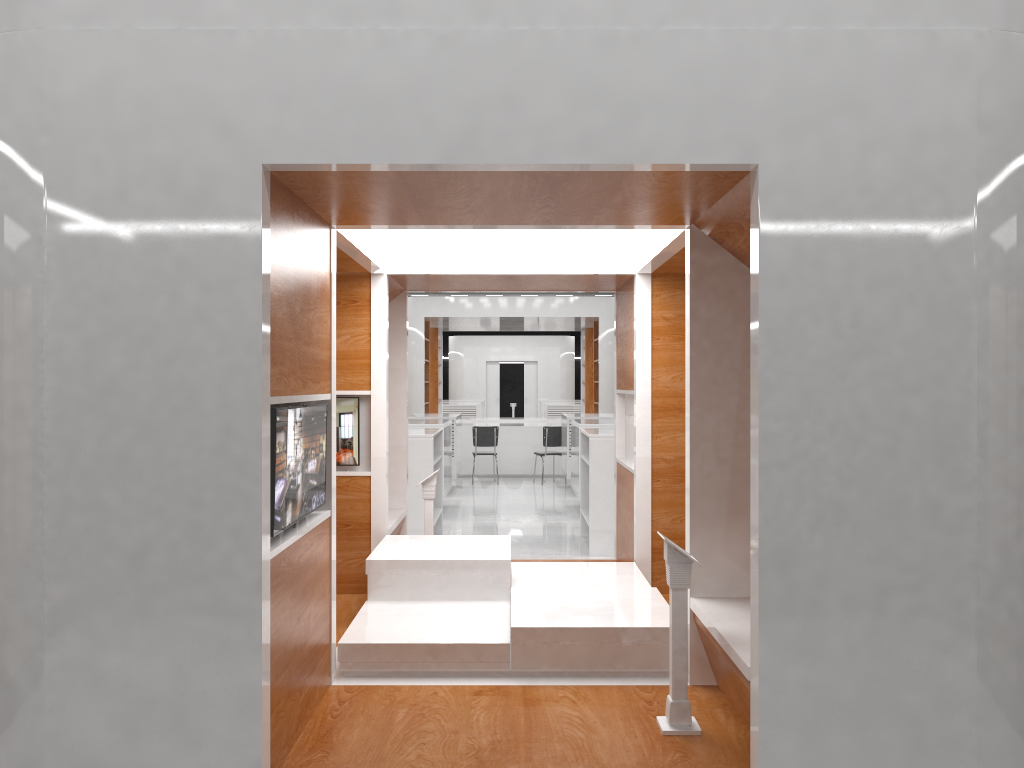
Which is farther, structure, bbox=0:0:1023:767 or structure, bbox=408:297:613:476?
structure, bbox=408:297:613:476

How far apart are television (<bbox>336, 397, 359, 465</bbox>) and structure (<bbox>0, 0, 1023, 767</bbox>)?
0.07m

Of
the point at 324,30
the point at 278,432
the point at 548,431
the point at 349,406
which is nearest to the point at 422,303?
the point at 548,431

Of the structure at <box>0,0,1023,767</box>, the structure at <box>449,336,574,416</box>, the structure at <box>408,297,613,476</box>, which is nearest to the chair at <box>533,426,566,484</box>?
the structure at <box>408,297,613,476</box>

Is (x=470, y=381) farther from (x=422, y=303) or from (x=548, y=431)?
(x=548, y=431)

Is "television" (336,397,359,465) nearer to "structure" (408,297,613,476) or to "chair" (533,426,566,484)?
"chair" (533,426,566,484)

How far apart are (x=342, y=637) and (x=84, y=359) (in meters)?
2.06

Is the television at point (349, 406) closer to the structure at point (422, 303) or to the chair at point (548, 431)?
the chair at point (548, 431)

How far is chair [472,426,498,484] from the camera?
15.1m

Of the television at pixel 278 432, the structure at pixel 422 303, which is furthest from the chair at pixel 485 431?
the television at pixel 278 432
